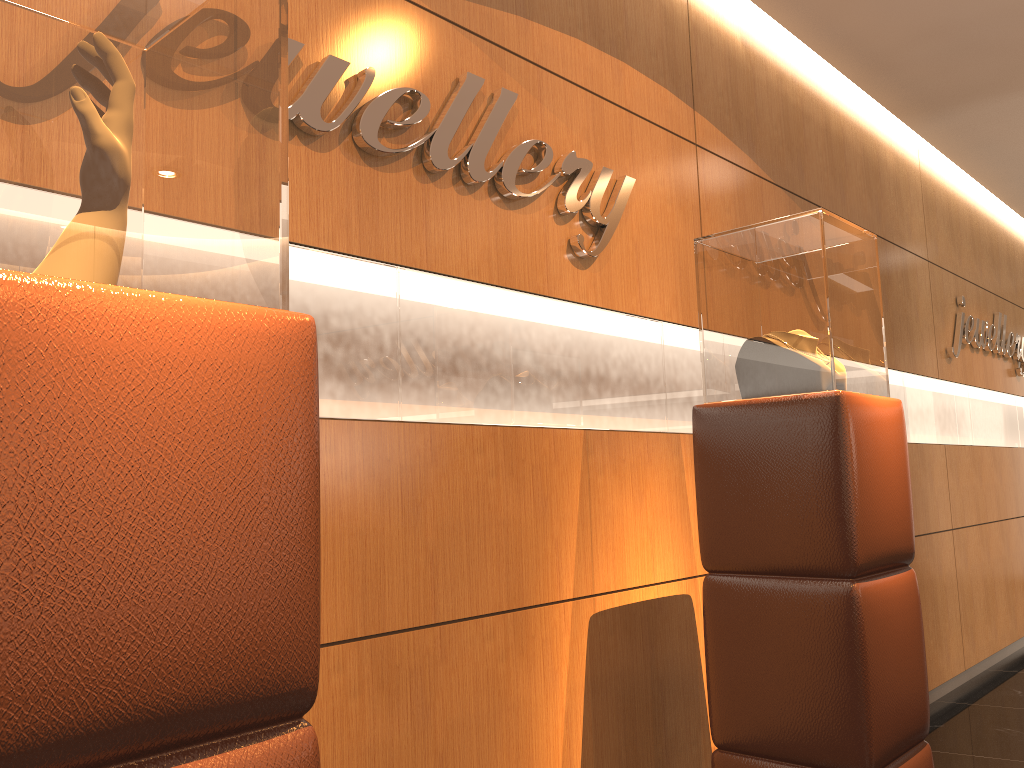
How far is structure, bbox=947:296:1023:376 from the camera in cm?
581

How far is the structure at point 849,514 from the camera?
2.3 meters

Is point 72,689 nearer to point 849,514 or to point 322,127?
point 322,127

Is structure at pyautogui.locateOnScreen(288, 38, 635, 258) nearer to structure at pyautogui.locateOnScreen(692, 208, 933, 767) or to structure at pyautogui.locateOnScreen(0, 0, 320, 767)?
structure at pyautogui.locateOnScreen(692, 208, 933, 767)

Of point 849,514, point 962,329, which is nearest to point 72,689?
point 849,514

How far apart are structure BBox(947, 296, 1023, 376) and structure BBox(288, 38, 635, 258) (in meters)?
3.51

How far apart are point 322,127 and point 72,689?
1.55m

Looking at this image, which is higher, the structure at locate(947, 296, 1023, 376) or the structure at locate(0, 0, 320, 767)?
the structure at locate(947, 296, 1023, 376)

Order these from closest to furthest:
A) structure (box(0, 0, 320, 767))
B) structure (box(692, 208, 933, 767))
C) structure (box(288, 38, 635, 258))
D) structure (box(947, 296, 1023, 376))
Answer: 1. structure (box(0, 0, 320, 767))
2. structure (box(288, 38, 635, 258))
3. structure (box(692, 208, 933, 767))
4. structure (box(947, 296, 1023, 376))

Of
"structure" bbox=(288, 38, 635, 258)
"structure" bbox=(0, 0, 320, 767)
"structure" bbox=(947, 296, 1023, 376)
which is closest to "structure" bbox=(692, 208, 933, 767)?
"structure" bbox=(288, 38, 635, 258)
